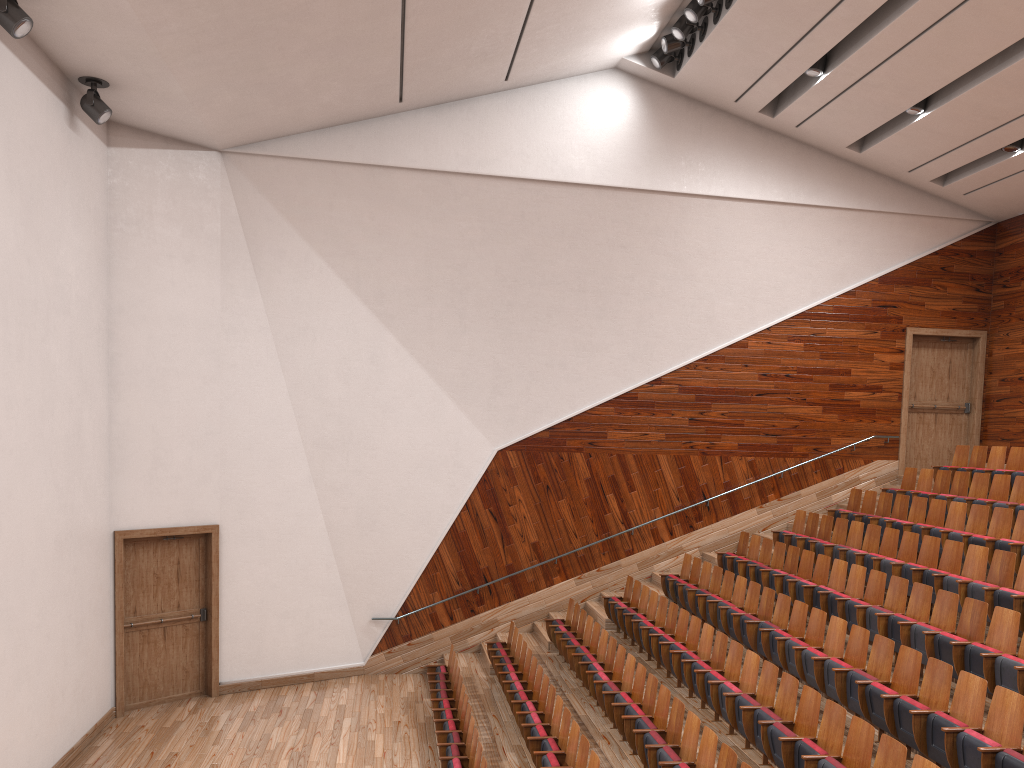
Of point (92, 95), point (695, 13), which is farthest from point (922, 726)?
point (92, 95)

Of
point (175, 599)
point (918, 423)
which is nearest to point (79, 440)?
point (175, 599)

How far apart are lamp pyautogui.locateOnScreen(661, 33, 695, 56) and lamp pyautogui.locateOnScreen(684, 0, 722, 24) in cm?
8

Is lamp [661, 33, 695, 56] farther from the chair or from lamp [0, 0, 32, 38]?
lamp [0, 0, 32, 38]

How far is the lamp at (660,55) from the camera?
1.3 meters

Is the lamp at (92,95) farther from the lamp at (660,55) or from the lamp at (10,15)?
the lamp at (660,55)

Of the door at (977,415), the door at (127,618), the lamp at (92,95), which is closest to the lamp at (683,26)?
the door at (977,415)

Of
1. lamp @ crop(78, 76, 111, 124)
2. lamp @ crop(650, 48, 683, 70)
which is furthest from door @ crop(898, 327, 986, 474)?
lamp @ crop(78, 76, 111, 124)

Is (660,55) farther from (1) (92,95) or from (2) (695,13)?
(1) (92,95)

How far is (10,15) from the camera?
0.7 meters
